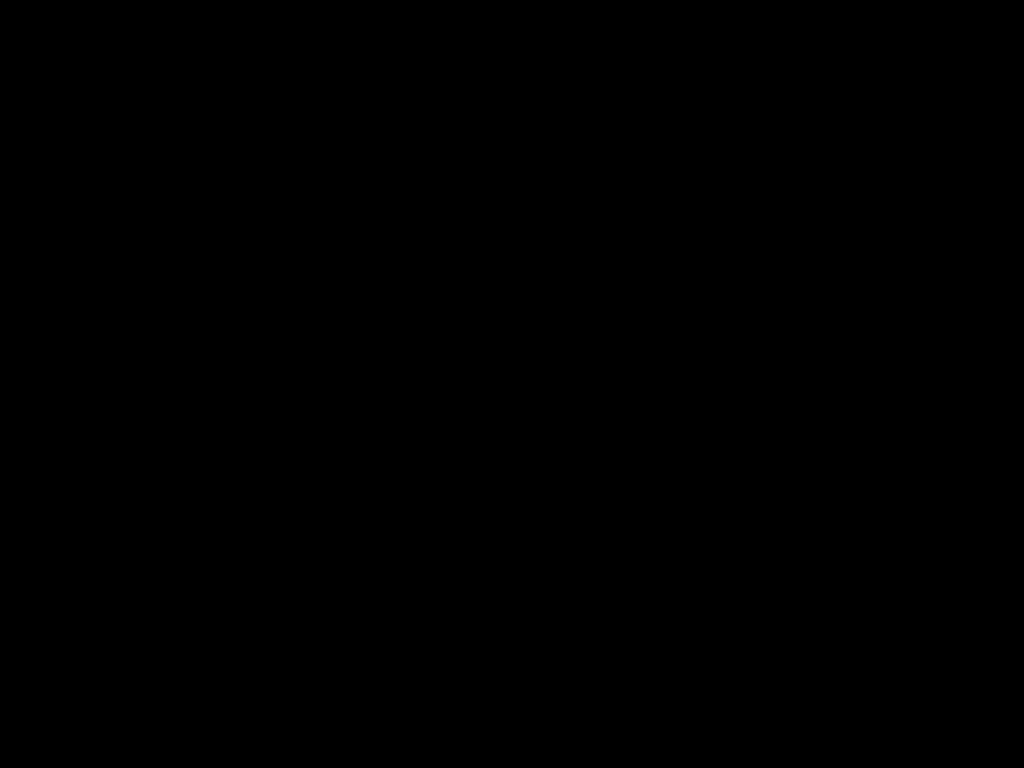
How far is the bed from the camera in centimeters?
40cm

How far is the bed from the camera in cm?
40

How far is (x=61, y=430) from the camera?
0.9 meters

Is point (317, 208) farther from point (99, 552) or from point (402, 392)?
point (99, 552)
